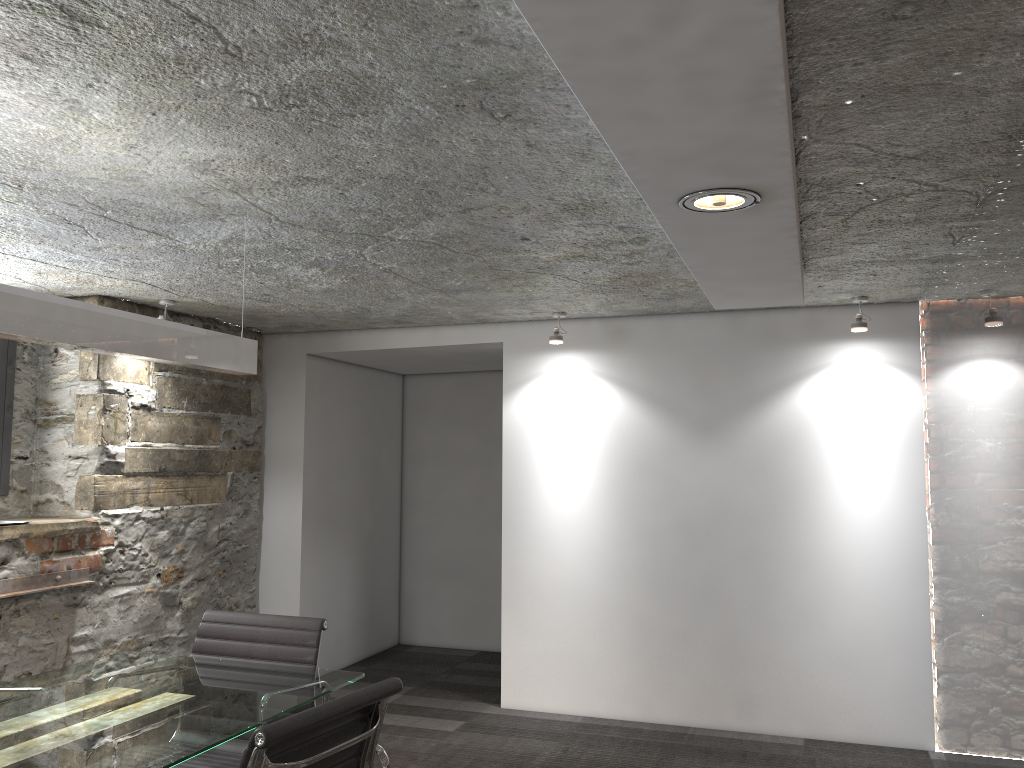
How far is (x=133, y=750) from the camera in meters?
1.9

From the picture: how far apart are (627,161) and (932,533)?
2.9 meters

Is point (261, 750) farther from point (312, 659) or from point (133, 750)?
point (312, 659)

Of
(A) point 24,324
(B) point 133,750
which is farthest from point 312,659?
(A) point 24,324

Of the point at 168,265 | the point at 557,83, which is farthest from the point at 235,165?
the point at 168,265

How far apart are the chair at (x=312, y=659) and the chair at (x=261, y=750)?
0.7m

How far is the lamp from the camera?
2.1m

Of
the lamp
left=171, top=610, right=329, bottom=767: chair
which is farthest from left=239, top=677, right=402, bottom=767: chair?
the lamp

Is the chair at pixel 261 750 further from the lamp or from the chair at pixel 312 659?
the lamp

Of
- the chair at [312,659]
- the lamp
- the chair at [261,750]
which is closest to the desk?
the chair at [312,659]
